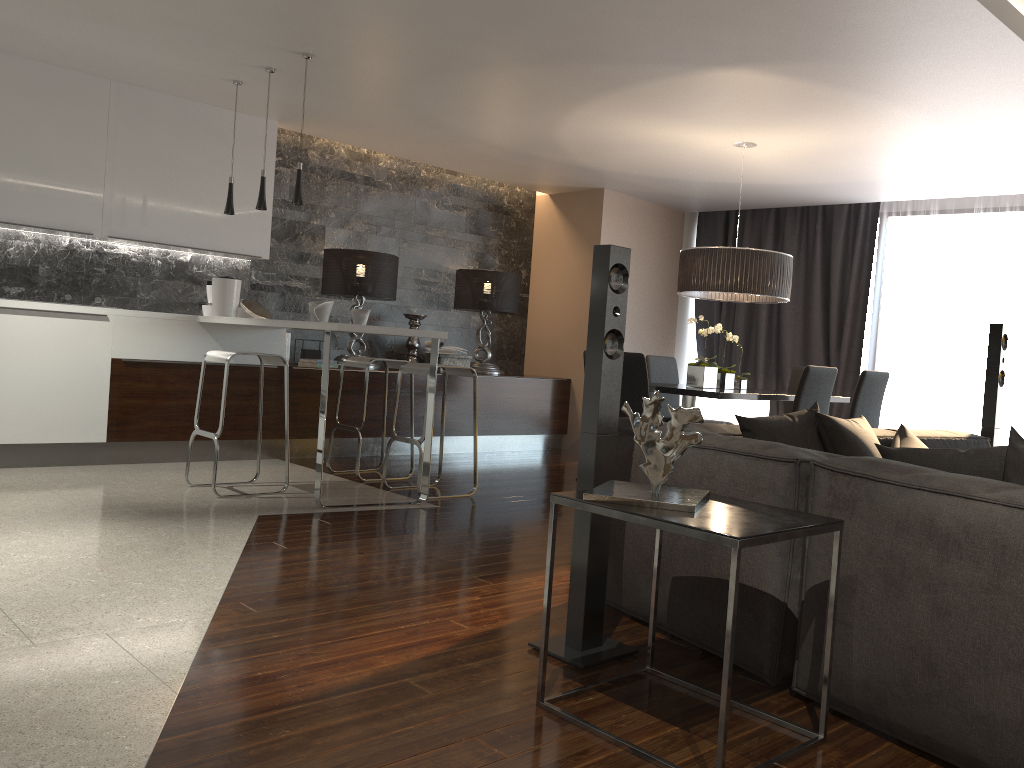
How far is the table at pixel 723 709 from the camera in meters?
1.9 m

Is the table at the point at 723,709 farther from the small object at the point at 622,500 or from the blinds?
the blinds

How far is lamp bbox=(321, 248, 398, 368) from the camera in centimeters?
707cm

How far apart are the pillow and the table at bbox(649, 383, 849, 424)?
1.4m

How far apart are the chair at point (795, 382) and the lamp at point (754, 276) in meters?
1.0

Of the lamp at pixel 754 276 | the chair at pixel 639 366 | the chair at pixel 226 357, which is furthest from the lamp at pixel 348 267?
the chair at pixel 639 366

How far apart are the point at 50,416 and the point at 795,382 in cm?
533

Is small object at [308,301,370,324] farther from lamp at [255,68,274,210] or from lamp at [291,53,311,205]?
lamp at [255,68,274,210]

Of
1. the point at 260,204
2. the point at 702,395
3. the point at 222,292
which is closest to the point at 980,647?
the point at 702,395

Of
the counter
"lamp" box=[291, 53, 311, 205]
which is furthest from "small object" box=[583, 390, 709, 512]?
"lamp" box=[291, 53, 311, 205]
